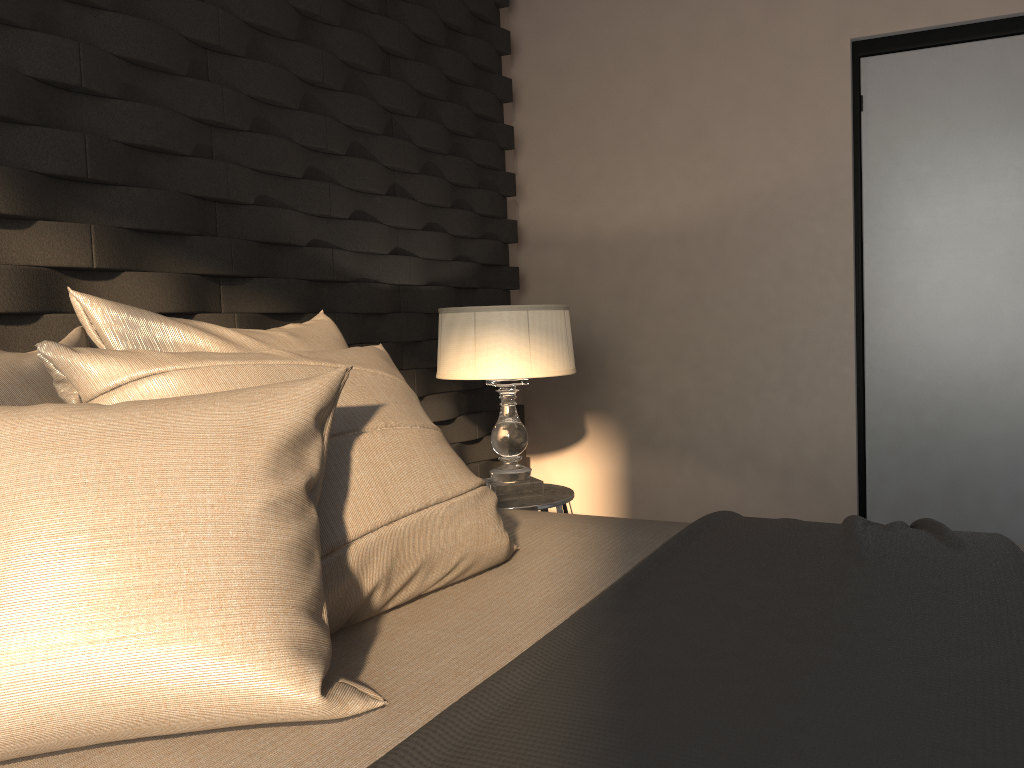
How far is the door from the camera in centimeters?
309cm

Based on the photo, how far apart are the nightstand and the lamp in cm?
2

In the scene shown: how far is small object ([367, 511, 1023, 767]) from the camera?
0.8m

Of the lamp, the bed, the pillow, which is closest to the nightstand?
the lamp

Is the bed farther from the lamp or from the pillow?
the lamp

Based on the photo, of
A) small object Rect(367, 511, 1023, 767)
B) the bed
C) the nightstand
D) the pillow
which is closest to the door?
the nightstand

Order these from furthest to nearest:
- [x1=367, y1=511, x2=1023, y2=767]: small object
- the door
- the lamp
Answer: the door → the lamp → [x1=367, y1=511, x2=1023, y2=767]: small object

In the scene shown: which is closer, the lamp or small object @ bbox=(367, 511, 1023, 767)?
small object @ bbox=(367, 511, 1023, 767)

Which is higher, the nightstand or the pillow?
the pillow

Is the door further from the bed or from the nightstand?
the bed
